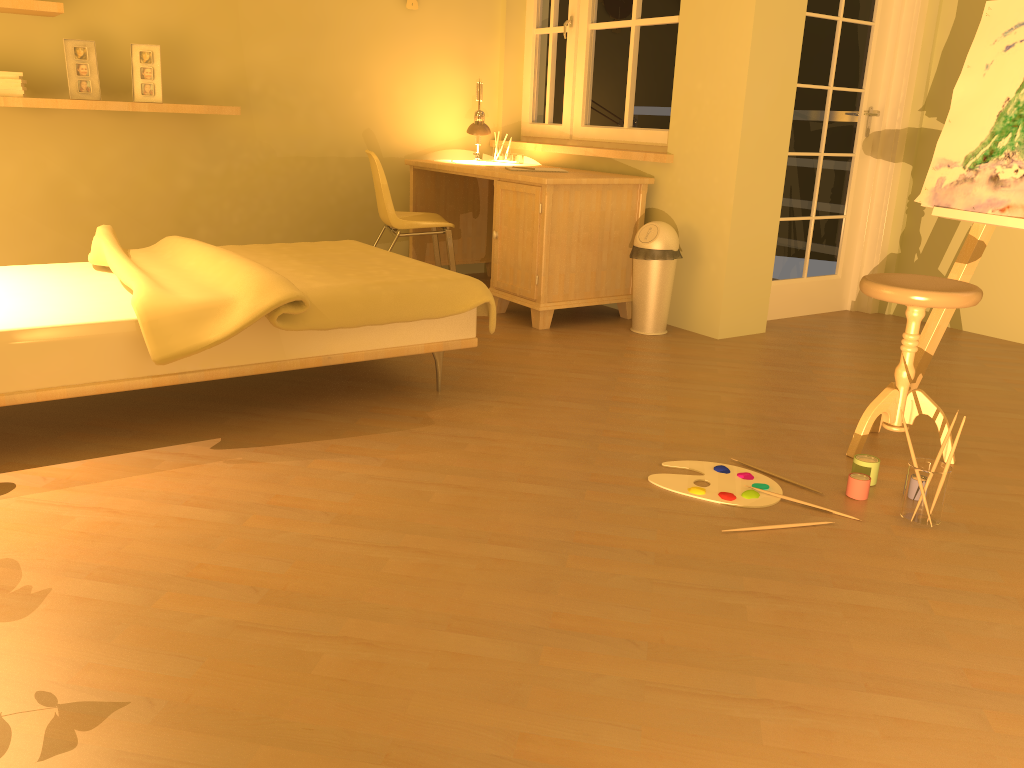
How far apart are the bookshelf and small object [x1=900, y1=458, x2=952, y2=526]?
3.5m

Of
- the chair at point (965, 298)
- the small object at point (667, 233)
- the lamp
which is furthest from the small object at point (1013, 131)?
the lamp

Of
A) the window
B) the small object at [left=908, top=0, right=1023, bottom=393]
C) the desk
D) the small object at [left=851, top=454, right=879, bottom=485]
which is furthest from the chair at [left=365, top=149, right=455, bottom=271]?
the small object at [left=851, top=454, right=879, bottom=485]

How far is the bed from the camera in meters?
2.5

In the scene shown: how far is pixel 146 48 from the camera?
4.2 meters

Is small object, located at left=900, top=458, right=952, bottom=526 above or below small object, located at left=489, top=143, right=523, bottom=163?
below

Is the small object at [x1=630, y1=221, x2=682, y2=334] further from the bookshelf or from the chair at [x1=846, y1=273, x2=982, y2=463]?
the bookshelf

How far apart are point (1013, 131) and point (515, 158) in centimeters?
286cm

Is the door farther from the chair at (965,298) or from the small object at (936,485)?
the small object at (936,485)

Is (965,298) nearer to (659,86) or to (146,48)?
(659,86)
